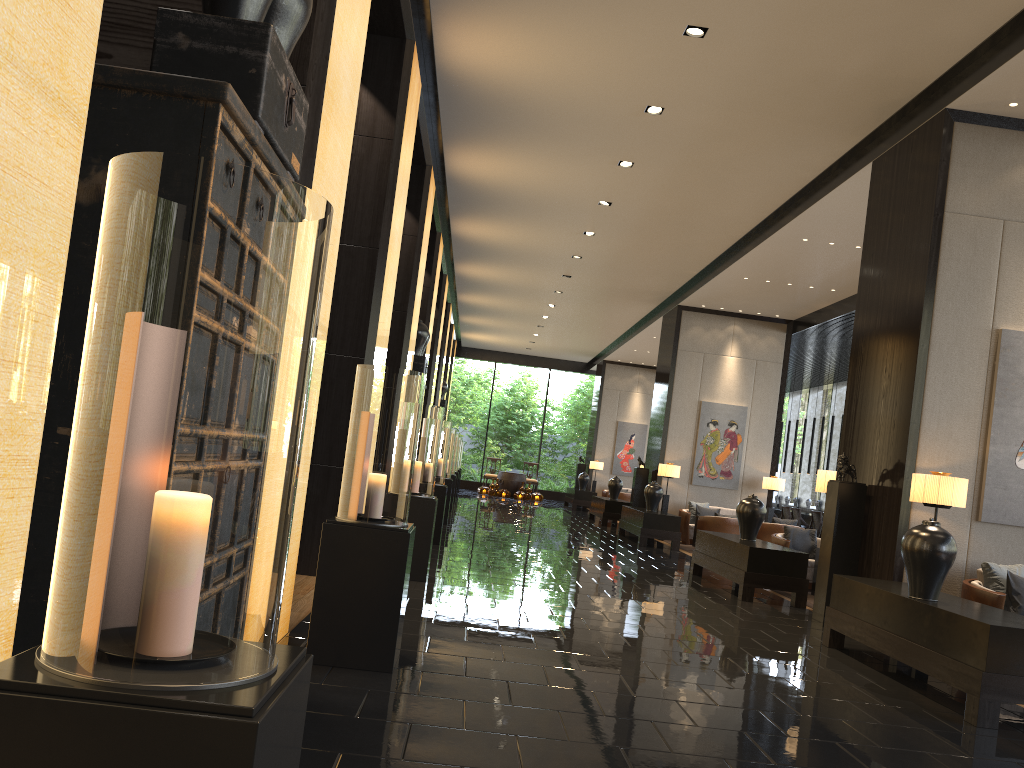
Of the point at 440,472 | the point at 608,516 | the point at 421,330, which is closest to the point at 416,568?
the point at 440,472

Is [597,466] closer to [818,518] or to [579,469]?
[579,469]

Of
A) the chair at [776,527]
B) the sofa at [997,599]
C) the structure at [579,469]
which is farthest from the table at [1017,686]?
the structure at [579,469]

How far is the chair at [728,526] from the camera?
13.2 meters

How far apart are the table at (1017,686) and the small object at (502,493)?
18.7m

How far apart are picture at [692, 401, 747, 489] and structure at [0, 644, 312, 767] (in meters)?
14.64

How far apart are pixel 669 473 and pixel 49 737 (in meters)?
14.47

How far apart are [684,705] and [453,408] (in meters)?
26.23

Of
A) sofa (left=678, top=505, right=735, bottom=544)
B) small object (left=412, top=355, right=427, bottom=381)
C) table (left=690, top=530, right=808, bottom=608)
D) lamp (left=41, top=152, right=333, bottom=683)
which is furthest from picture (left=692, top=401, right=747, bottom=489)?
lamp (left=41, top=152, right=333, bottom=683)

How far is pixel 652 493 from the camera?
14.2m
